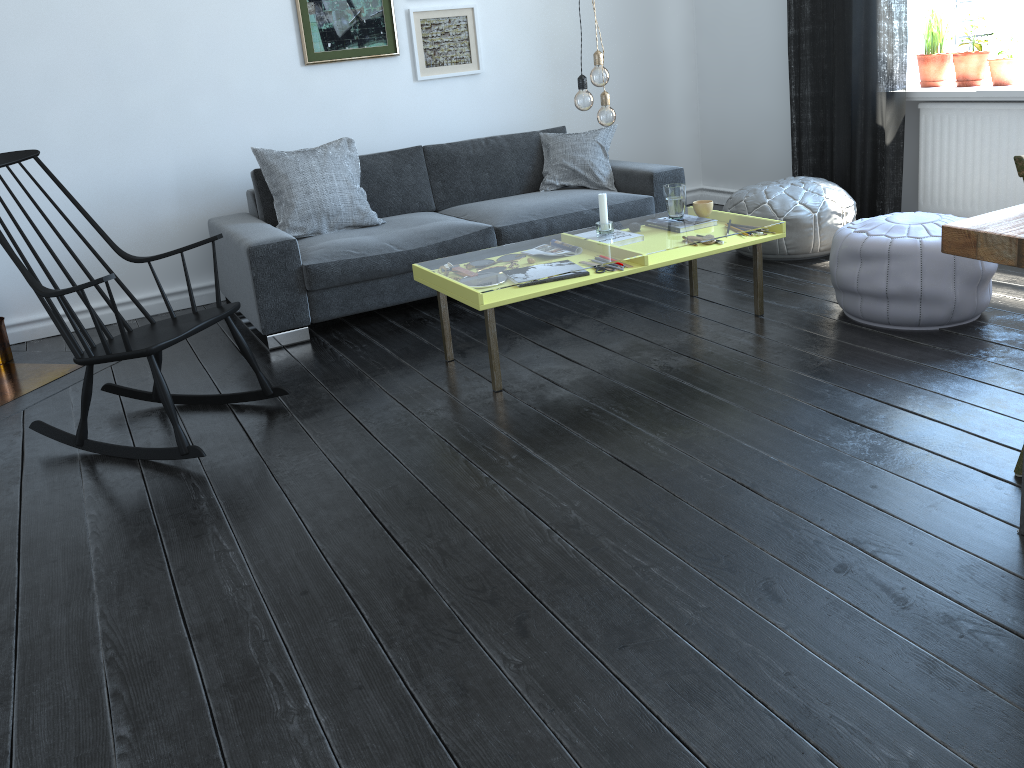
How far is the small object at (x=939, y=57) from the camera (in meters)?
4.58

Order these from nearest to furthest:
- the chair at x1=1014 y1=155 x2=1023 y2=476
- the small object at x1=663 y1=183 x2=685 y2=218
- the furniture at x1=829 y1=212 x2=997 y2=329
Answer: the chair at x1=1014 y1=155 x2=1023 y2=476 < the furniture at x1=829 y1=212 x2=997 y2=329 < the small object at x1=663 y1=183 x2=685 y2=218

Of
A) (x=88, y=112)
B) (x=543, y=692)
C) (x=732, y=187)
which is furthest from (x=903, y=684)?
(x=732, y=187)

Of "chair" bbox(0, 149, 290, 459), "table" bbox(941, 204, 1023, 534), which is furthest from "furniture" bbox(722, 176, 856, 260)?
"chair" bbox(0, 149, 290, 459)

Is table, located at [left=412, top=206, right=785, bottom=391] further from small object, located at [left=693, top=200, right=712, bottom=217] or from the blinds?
the blinds

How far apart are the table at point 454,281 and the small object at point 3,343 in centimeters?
212cm

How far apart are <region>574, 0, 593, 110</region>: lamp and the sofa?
1.1m

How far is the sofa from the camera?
3.9 meters

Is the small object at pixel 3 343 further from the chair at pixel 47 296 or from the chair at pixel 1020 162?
the chair at pixel 1020 162

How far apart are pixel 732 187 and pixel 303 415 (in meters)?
3.86
